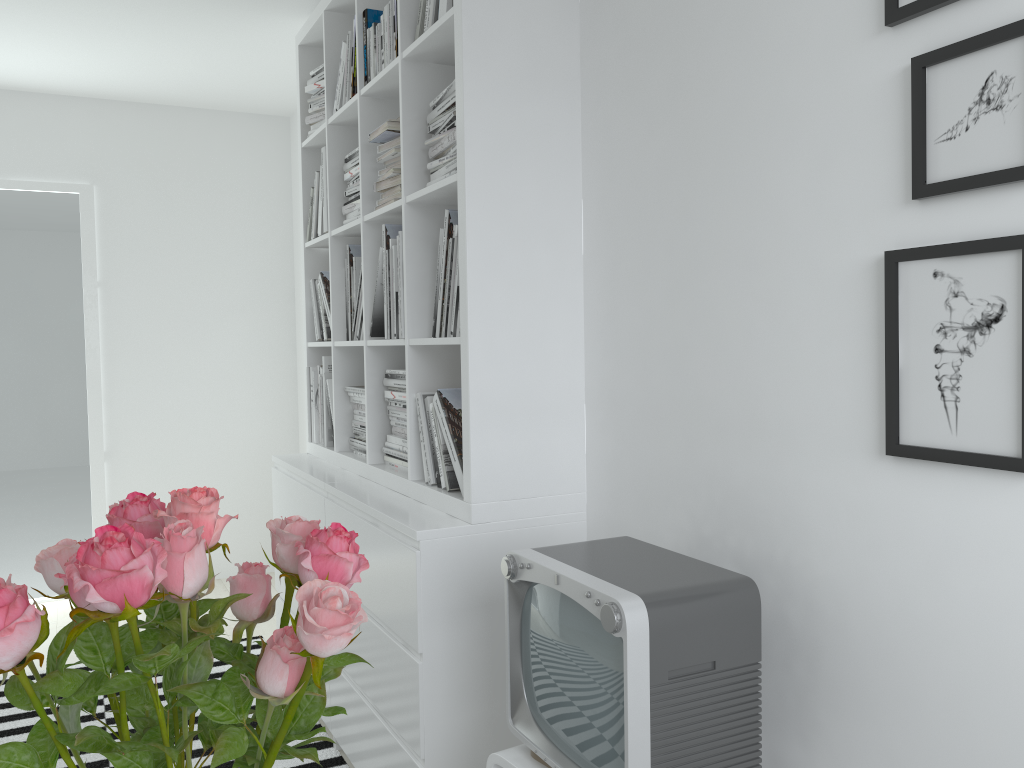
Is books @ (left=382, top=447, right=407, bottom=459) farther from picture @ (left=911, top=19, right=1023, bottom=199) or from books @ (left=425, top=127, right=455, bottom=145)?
picture @ (left=911, top=19, right=1023, bottom=199)

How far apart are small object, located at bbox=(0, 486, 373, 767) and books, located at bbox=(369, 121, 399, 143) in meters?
1.8 m

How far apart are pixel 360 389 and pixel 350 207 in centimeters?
61cm

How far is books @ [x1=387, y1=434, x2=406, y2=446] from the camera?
2.6m

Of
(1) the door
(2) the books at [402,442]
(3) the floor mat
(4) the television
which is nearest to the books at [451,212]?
(2) the books at [402,442]

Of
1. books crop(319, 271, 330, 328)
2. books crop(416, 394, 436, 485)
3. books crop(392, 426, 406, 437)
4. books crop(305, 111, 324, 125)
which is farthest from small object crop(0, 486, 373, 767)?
books crop(305, 111, 324, 125)

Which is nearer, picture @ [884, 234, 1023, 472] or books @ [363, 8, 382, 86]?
picture @ [884, 234, 1023, 472]

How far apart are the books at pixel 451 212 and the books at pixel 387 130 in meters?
0.4

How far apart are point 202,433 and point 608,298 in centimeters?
327cm

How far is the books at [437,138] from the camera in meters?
2.2
